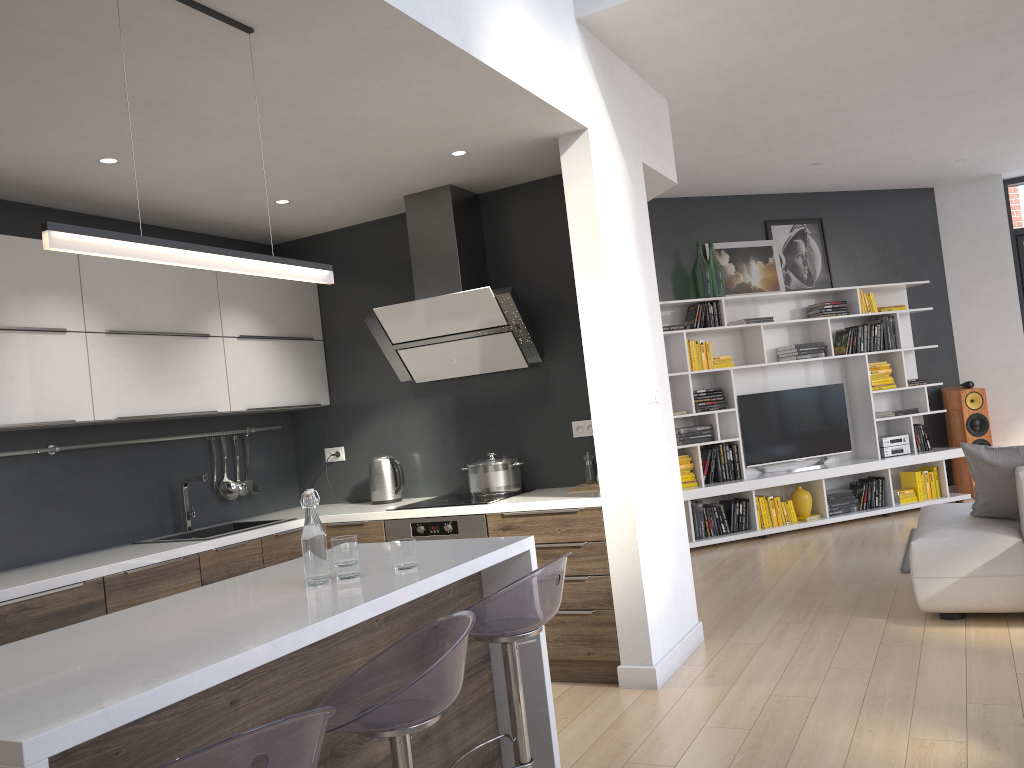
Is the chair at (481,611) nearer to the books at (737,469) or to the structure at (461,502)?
the structure at (461,502)

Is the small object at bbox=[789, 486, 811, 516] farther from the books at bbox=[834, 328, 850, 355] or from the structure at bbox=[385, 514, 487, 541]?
the structure at bbox=[385, 514, 487, 541]

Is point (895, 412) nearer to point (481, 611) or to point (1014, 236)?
point (1014, 236)

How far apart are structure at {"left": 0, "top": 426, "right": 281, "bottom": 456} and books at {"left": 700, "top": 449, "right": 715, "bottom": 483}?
5.1 meters

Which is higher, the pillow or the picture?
the picture

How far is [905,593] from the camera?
5.03m

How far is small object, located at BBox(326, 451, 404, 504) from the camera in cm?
498

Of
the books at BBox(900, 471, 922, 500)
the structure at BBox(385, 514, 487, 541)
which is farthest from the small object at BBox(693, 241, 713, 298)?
the structure at BBox(385, 514, 487, 541)

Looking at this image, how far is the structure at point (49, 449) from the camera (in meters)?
4.02

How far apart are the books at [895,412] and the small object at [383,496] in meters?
5.1 m
